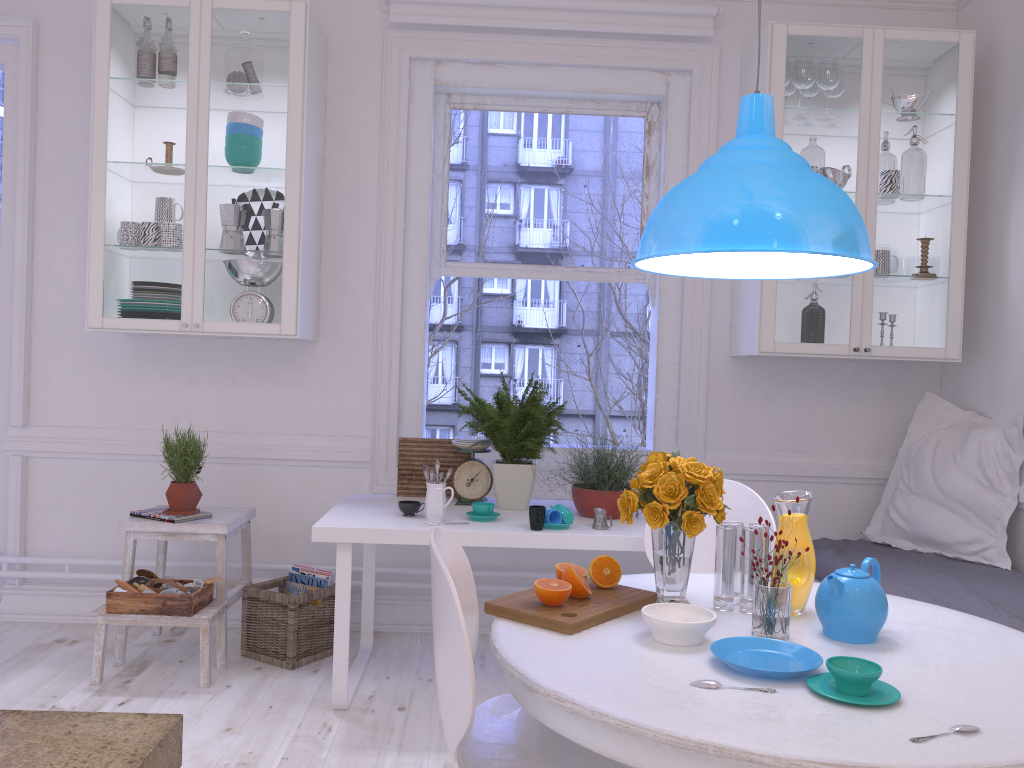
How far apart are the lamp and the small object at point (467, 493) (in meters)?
1.34

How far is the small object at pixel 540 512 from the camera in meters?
2.9

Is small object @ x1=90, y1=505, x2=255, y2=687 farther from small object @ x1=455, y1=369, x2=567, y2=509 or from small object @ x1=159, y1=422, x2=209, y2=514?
small object @ x1=455, y1=369, x2=567, y2=509

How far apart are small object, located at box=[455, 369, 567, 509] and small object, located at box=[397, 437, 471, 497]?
0.2 meters

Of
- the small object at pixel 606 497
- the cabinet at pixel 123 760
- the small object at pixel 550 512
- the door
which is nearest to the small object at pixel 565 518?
the small object at pixel 550 512

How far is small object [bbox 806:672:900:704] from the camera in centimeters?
142cm

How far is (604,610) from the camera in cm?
184

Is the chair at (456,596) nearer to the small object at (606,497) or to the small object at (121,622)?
the small object at (606,497)

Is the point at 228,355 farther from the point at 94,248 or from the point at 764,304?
the point at 764,304

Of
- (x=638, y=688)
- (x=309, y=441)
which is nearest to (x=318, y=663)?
(x=309, y=441)
